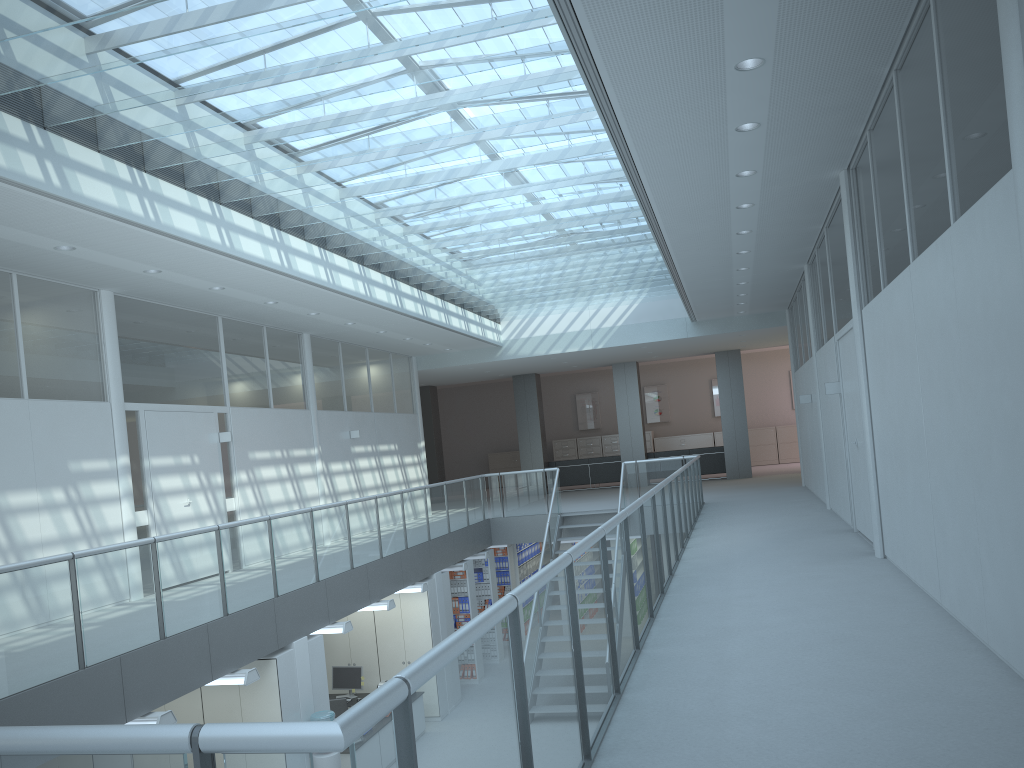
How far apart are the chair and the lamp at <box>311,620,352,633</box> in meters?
1.9

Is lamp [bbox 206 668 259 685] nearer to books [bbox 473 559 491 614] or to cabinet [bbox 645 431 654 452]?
books [bbox 473 559 491 614]

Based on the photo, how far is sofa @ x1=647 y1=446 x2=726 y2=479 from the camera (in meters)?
19.73

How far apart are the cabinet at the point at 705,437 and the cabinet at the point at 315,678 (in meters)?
17.51

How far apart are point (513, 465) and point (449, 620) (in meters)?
13.94

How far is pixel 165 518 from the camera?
9.2m

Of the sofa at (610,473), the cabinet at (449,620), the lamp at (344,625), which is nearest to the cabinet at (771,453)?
the sofa at (610,473)

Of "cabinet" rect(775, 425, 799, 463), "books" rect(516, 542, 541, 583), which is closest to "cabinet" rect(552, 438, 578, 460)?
"cabinet" rect(775, 425, 799, 463)

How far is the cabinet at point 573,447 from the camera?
25.2 meters

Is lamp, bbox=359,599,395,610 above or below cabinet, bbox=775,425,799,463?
below
